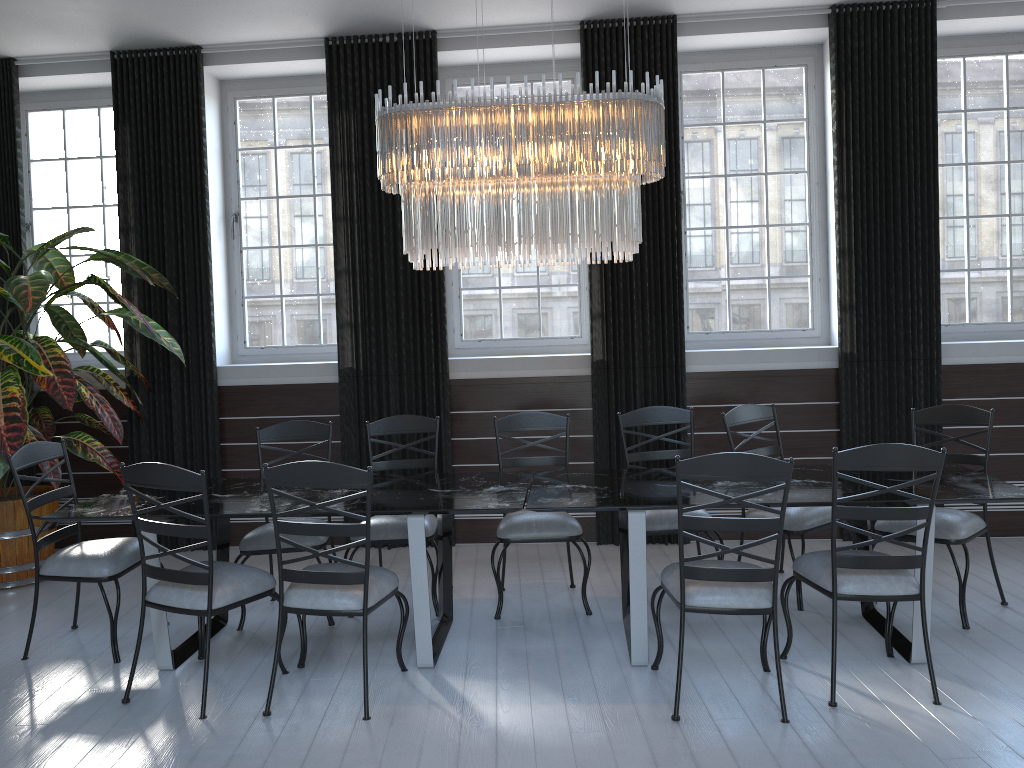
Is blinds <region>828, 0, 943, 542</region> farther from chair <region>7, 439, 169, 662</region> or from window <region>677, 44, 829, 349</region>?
chair <region>7, 439, 169, 662</region>

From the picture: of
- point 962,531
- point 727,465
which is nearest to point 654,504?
point 727,465

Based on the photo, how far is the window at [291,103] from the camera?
6.11m

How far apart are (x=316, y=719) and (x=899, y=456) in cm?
234

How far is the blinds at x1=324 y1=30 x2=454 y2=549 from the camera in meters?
5.6 m

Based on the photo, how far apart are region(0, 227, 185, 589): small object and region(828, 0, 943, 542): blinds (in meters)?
4.08

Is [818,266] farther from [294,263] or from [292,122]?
[292,122]

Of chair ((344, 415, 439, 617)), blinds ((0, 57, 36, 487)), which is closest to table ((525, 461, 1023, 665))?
chair ((344, 415, 439, 617))

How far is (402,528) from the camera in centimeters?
440cm

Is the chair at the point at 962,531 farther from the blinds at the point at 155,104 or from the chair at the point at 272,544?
the blinds at the point at 155,104
